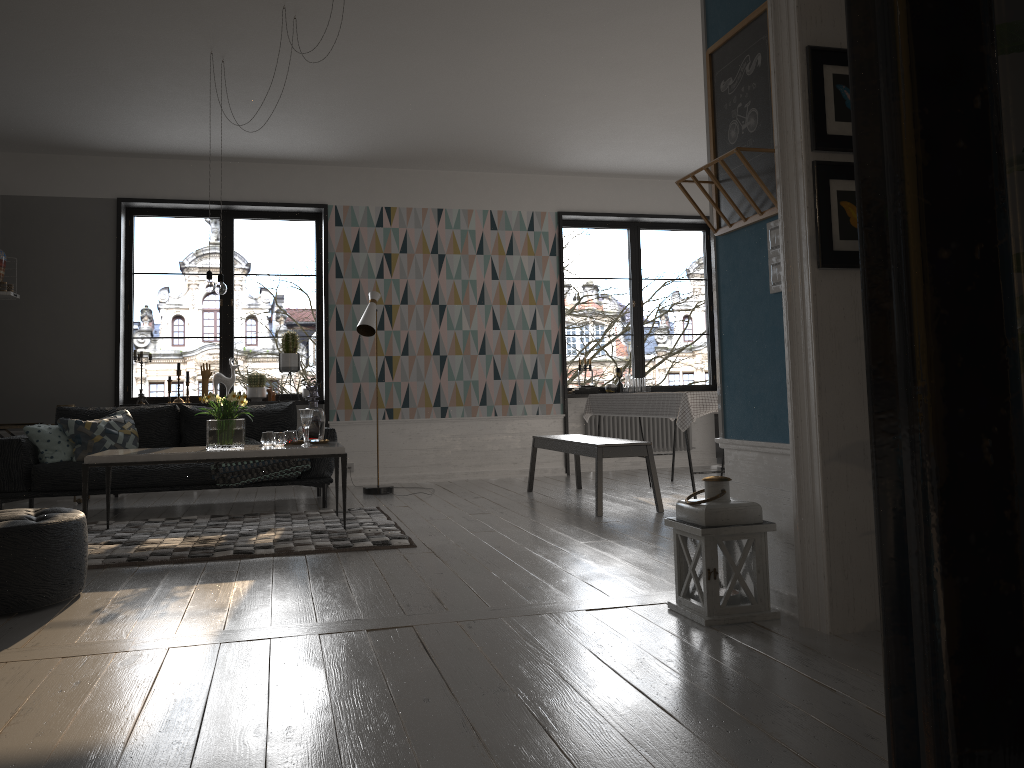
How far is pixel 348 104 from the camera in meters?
6.5

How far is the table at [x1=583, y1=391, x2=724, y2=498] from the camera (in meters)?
5.83

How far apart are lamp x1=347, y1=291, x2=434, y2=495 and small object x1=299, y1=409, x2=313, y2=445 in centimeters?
177cm

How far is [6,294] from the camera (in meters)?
6.99

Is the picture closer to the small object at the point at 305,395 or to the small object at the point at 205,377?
the small object at the point at 305,395

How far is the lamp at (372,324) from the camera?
7.26m

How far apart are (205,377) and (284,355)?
0.7m

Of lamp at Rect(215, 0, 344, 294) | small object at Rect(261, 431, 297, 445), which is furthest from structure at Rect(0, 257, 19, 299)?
small object at Rect(261, 431, 297, 445)

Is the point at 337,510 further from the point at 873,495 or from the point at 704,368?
the point at 704,368

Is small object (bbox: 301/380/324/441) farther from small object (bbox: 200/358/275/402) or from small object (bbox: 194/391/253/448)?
small object (bbox: 200/358/275/402)
